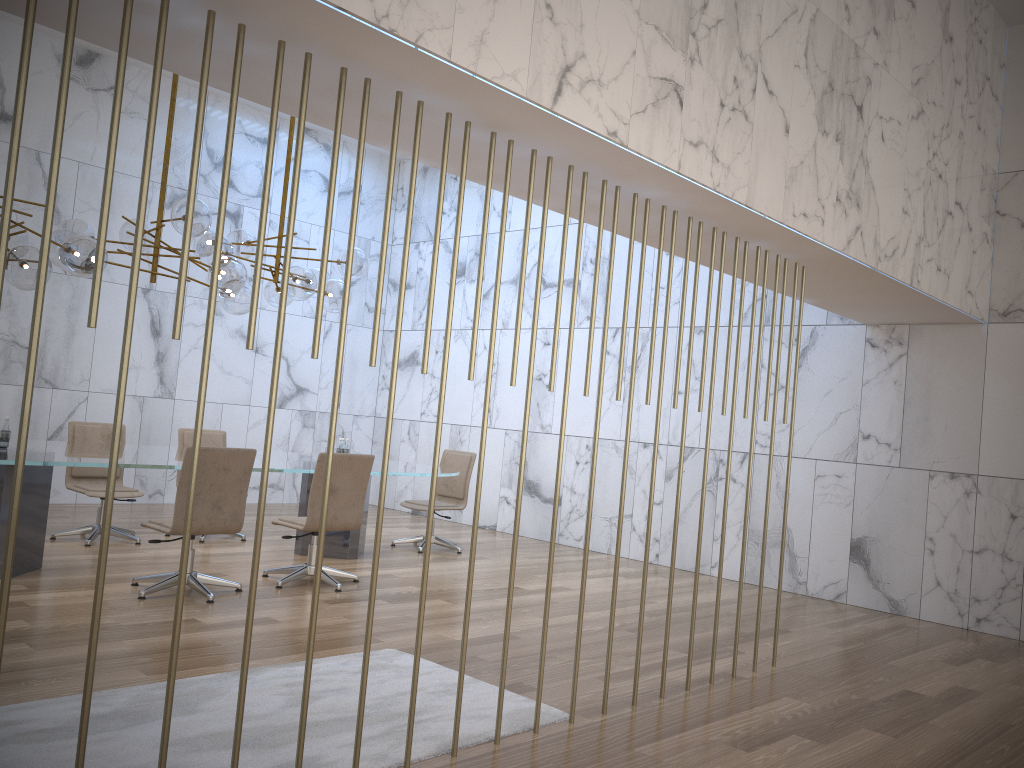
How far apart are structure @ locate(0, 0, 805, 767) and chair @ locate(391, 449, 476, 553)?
5.4m

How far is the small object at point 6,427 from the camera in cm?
611

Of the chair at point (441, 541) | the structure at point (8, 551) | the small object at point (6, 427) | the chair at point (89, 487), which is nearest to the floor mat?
the structure at point (8, 551)

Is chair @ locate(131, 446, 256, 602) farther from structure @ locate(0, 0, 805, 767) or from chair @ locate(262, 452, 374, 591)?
structure @ locate(0, 0, 805, 767)

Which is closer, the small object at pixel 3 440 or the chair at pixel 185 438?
the small object at pixel 3 440

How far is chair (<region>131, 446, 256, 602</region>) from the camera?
5.7 meters

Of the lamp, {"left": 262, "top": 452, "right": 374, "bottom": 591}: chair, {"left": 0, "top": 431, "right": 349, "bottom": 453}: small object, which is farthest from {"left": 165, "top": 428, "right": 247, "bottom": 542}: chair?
{"left": 0, "top": 431, "right": 349, "bottom": 453}: small object

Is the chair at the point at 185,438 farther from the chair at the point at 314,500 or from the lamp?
the chair at the point at 314,500

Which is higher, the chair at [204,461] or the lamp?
the lamp

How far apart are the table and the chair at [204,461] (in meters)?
0.32
